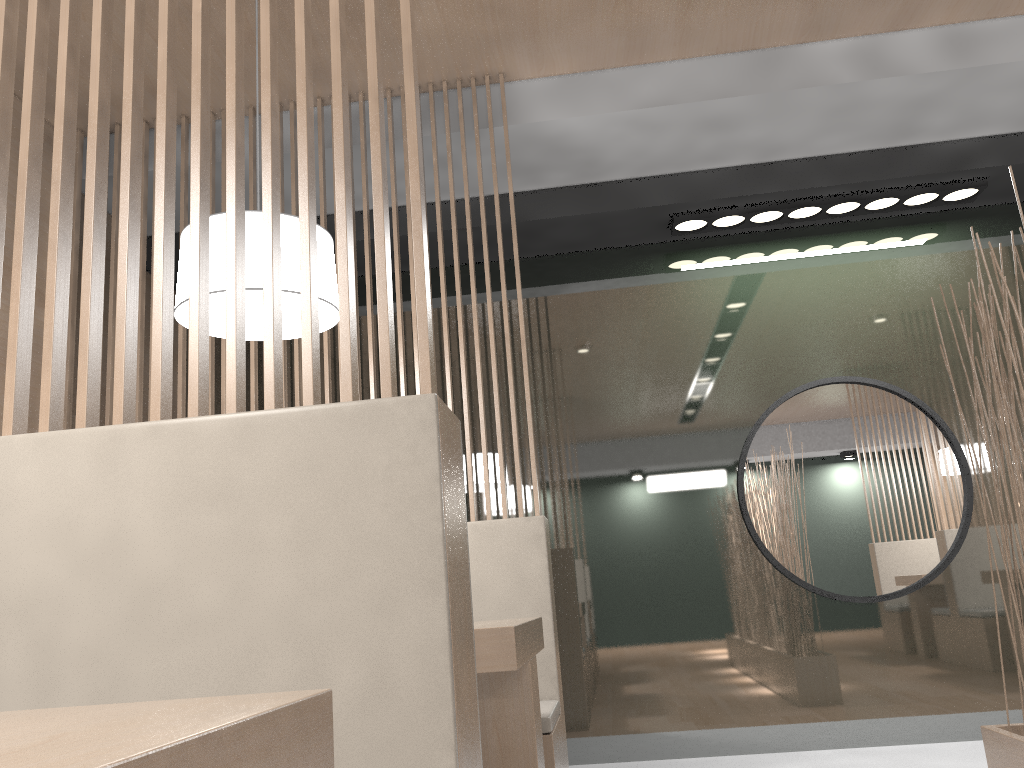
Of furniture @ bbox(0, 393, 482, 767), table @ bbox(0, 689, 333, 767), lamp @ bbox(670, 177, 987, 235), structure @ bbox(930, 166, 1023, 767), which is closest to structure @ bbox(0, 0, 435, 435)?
furniture @ bbox(0, 393, 482, 767)

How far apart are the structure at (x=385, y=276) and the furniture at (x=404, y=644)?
0.0m

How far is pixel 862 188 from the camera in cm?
232

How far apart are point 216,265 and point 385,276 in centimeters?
63cm

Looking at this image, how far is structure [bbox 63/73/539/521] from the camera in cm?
193

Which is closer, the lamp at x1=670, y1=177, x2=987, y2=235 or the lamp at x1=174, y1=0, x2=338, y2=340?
the lamp at x1=174, y1=0, x2=338, y2=340

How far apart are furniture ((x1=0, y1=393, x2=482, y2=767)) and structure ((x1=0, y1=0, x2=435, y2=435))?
0.0 meters

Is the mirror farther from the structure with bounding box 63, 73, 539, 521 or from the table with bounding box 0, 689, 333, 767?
the table with bounding box 0, 689, 333, 767

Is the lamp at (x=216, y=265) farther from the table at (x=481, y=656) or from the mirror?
the mirror

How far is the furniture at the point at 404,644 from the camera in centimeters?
63cm
